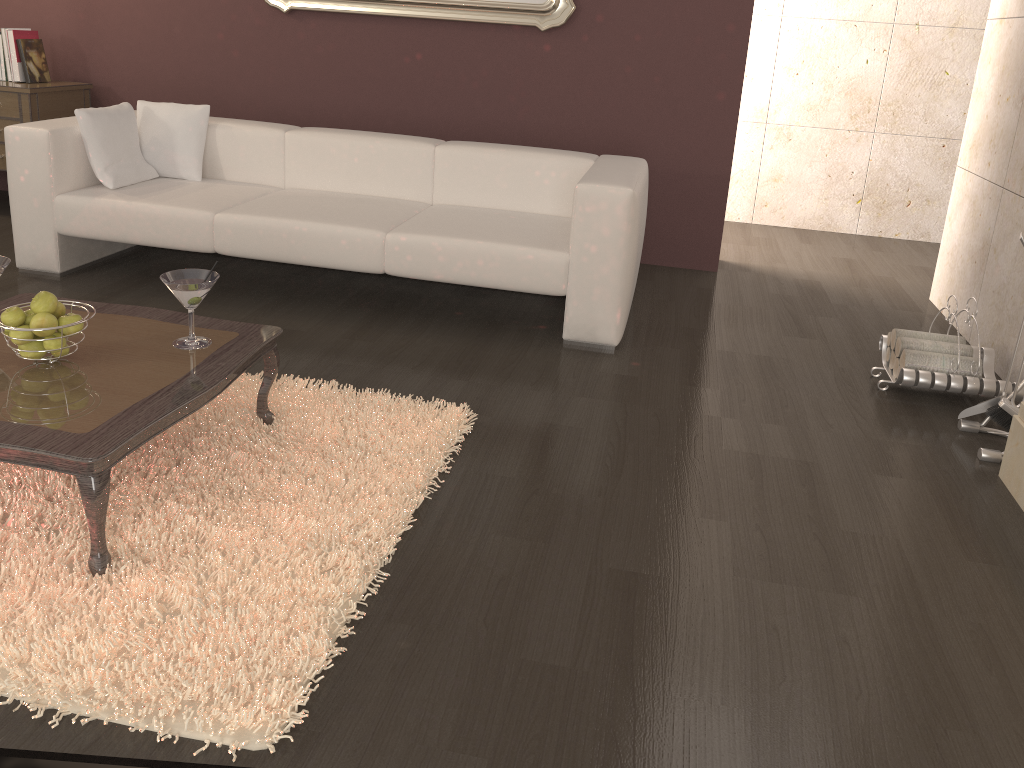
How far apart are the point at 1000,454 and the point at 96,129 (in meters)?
3.75

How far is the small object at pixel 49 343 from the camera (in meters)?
2.15

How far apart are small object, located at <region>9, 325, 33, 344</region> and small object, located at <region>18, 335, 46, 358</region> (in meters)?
0.03

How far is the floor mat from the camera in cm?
164

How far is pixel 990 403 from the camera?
2.9m

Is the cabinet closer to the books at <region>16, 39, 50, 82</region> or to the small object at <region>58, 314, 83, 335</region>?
the books at <region>16, 39, 50, 82</region>

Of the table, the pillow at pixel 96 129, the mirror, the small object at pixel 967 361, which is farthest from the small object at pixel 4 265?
the small object at pixel 967 361

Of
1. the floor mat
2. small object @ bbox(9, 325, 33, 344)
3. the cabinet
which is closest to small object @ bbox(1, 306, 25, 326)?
small object @ bbox(9, 325, 33, 344)

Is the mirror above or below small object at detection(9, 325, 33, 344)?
above

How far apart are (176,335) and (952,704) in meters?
2.1 m
